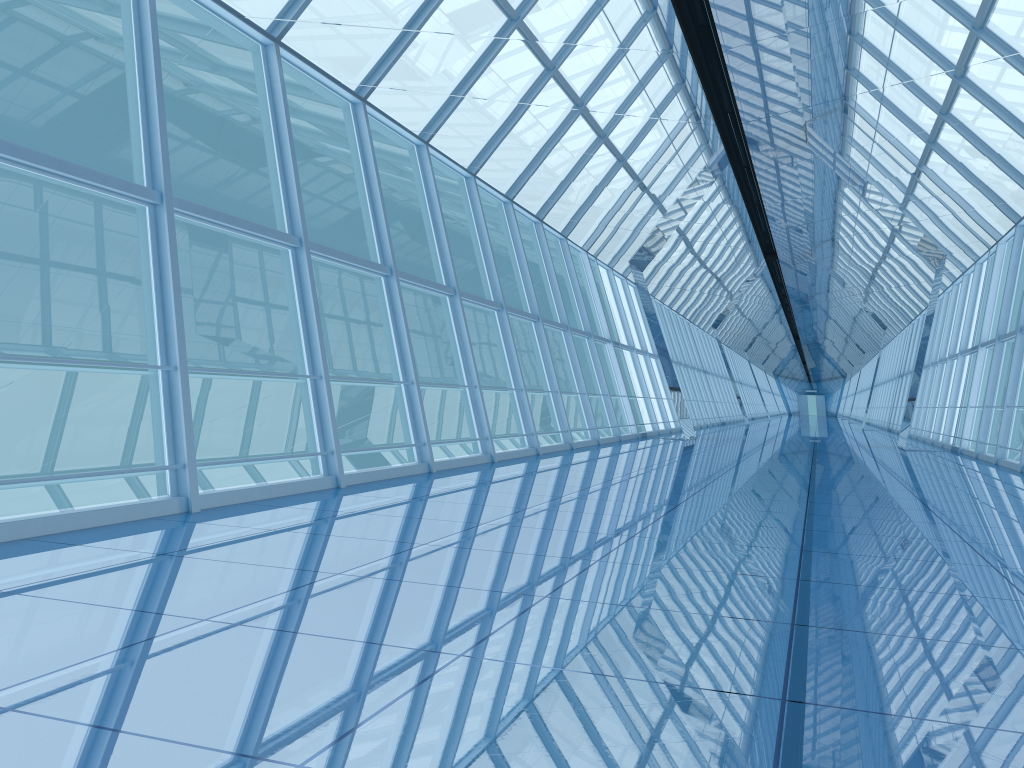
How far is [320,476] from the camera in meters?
8.1

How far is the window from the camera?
8.1 meters

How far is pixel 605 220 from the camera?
16.2m

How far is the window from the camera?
8.07m
